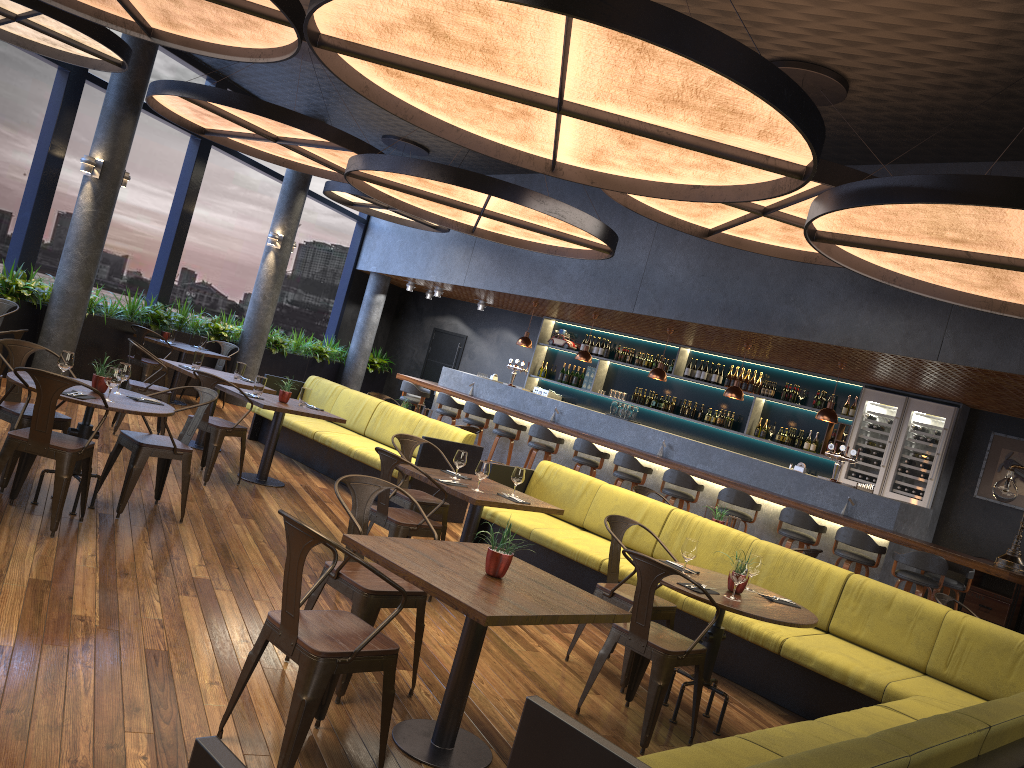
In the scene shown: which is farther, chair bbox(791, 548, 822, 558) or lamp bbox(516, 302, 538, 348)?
lamp bbox(516, 302, 538, 348)

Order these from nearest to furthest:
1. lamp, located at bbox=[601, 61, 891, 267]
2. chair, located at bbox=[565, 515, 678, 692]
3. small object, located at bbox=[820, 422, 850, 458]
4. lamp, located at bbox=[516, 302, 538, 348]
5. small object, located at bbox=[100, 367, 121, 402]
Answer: chair, located at bbox=[565, 515, 678, 692] < small object, located at bbox=[100, 367, 121, 402] < lamp, located at bbox=[601, 61, 891, 267] < small object, located at bbox=[820, 422, 850, 458] < lamp, located at bbox=[516, 302, 538, 348]

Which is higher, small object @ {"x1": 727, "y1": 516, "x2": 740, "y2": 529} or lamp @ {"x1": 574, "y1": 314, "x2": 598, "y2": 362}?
lamp @ {"x1": 574, "y1": 314, "x2": 598, "y2": 362}

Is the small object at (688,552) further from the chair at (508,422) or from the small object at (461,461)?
the chair at (508,422)

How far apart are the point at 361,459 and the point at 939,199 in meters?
5.9 m

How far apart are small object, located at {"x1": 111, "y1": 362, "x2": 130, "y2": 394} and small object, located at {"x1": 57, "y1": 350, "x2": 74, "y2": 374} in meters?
0.3

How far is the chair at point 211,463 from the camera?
7.44m

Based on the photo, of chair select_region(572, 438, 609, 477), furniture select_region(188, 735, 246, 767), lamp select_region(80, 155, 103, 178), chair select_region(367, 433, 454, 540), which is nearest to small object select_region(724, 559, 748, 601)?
chair select_region(367, 433, 454, 540)

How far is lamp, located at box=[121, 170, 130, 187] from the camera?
10.4 meters

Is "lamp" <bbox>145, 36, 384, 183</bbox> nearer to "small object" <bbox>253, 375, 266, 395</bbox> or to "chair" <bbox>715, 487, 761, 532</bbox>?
"small object" <bbox>253, 375, 266, 395</bbox>
